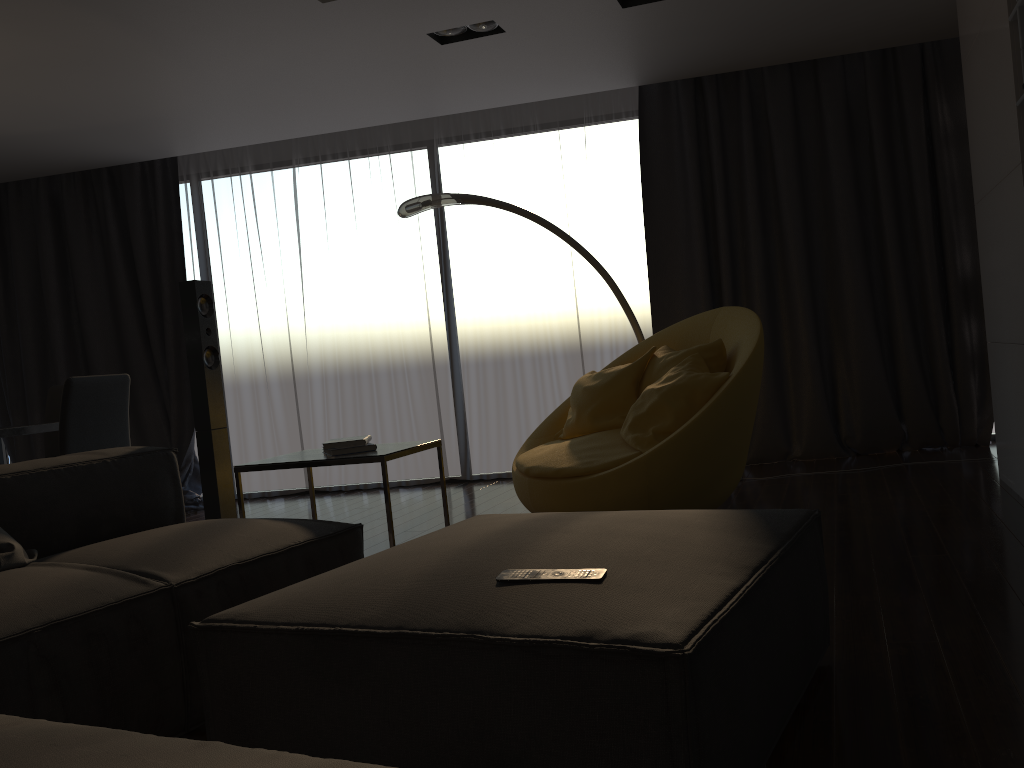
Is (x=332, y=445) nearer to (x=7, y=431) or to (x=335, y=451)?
(x=335, y=451)

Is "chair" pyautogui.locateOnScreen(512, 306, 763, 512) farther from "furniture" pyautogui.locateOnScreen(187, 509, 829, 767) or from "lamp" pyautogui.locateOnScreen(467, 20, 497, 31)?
"lamp" pyautogui.locateOnScreen(467, 20, 497, 31)

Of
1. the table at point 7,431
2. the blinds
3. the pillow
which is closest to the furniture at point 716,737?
the pillow

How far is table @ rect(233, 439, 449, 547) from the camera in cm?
309

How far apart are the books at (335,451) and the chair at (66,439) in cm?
165

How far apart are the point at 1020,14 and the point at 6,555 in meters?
3.6

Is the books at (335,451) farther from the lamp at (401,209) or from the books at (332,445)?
the lamp at (401,209)

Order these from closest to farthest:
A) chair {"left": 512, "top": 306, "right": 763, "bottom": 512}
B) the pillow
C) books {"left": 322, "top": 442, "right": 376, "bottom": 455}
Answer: the pillow → books {"left": 322, "top": 442, "right": 376, "bottom": 455} → chair {"left": 512, "top": 306, "right": 763, "bottom": 512}

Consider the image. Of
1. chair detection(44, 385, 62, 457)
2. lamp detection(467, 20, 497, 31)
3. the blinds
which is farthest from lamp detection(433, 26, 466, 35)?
chair detection(44, 385, 62, 457)

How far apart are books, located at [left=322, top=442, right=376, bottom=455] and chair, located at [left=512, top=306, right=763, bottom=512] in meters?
0.8 m
